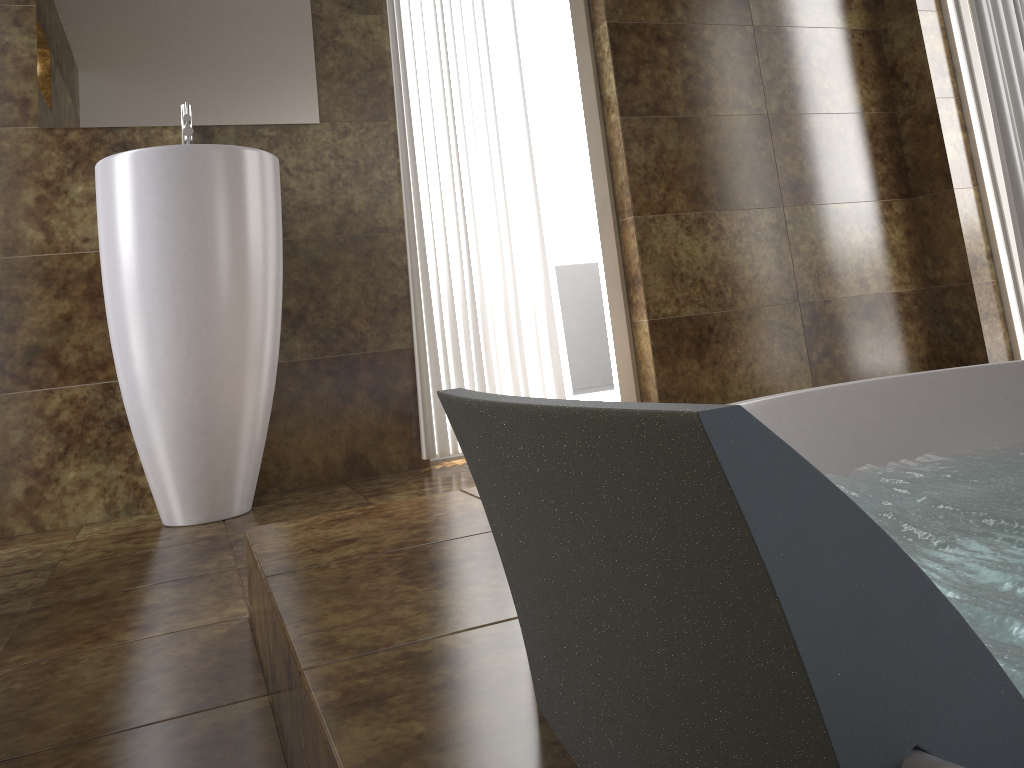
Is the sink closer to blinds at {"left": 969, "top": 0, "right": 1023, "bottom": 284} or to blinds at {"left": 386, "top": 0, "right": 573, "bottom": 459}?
blinds at {"left": 386, "top": 0, "right": 573, "bottom": 459}

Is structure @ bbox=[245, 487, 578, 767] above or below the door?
below

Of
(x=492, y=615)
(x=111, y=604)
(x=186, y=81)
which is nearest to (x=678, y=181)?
(x=186, y=81)

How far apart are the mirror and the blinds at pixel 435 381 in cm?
25

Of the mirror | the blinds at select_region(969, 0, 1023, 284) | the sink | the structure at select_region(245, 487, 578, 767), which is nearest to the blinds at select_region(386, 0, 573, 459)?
the mirror

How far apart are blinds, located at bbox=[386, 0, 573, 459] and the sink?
0.48m

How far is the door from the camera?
3.2m

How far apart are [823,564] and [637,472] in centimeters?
8cm

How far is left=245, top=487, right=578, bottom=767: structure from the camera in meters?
0.6 m

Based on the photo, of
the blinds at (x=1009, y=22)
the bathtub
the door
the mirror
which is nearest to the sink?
the mirror
